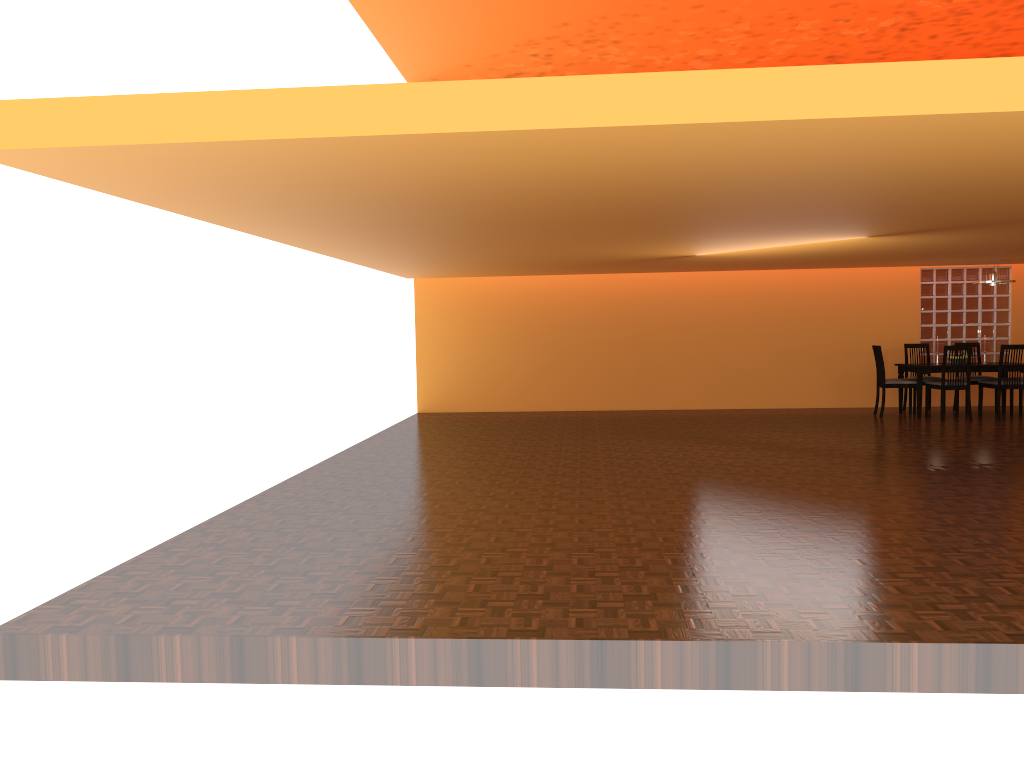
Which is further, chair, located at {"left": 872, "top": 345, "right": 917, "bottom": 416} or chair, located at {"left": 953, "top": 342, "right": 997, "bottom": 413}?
chair, located at {"left": 953, "top": 342, "right": 997, "bottom": 413}

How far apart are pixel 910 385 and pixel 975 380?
0.9m

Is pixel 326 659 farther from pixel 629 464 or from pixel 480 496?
pixel 629 464

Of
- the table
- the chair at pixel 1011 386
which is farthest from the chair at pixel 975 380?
the table

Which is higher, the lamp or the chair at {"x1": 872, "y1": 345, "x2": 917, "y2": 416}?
the lamp

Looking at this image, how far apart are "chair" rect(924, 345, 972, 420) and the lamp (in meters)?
0.95

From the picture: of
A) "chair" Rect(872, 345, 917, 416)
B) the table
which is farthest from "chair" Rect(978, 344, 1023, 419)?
"chair" Rect(872, 345, 917, 416)

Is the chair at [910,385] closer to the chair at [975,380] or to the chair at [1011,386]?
the chair at [1011,386]

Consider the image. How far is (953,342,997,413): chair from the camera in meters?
10.1

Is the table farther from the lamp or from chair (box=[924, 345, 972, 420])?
the lamp
